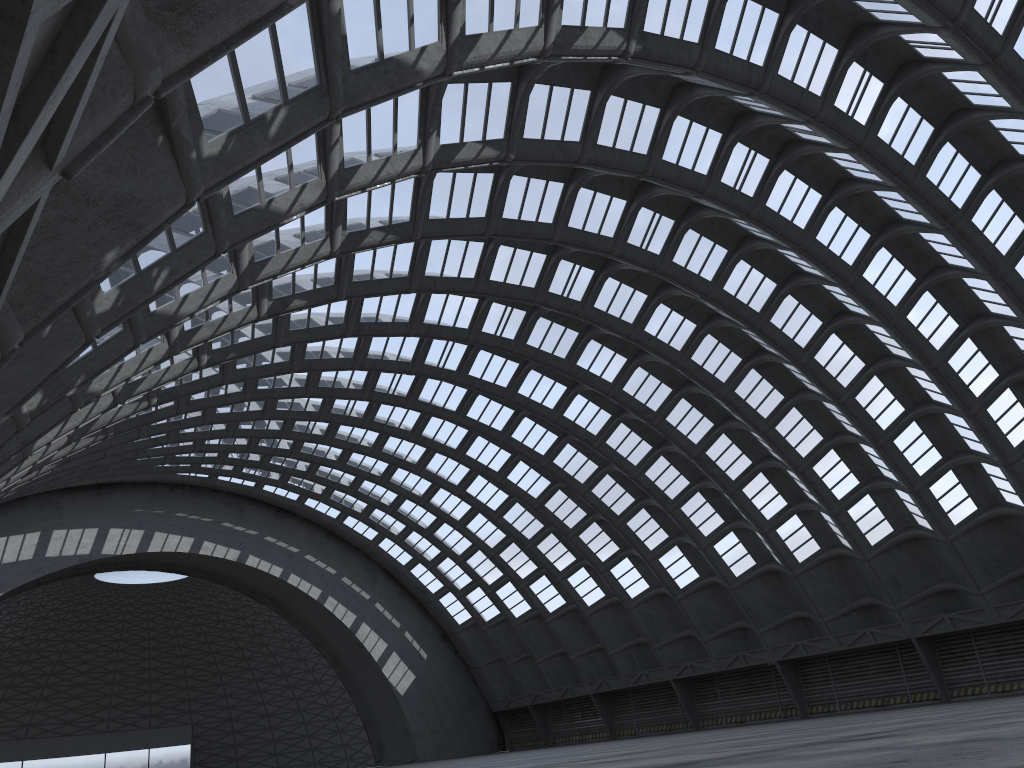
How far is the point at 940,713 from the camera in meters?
18.5 m
